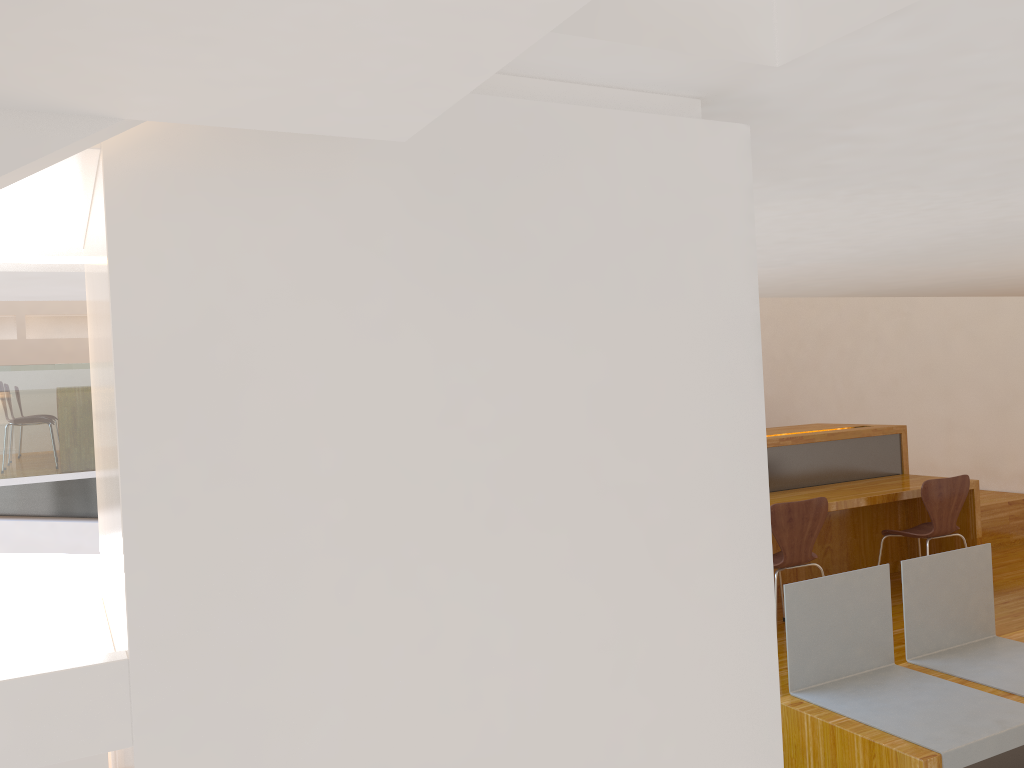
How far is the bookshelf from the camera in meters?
0.5

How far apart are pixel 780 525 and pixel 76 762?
4.0 meters

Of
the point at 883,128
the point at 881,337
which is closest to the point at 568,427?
the point at 883,128

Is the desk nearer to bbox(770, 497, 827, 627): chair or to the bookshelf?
bbox(770, 497, 827, 627): chair

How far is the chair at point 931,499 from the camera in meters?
4.7 m

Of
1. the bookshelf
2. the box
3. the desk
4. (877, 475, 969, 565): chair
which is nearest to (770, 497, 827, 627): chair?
the desk

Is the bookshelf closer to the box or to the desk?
the box

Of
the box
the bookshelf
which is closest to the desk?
the bookshelf

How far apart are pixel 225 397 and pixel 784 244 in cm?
129

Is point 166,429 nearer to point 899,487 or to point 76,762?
point 76,762
